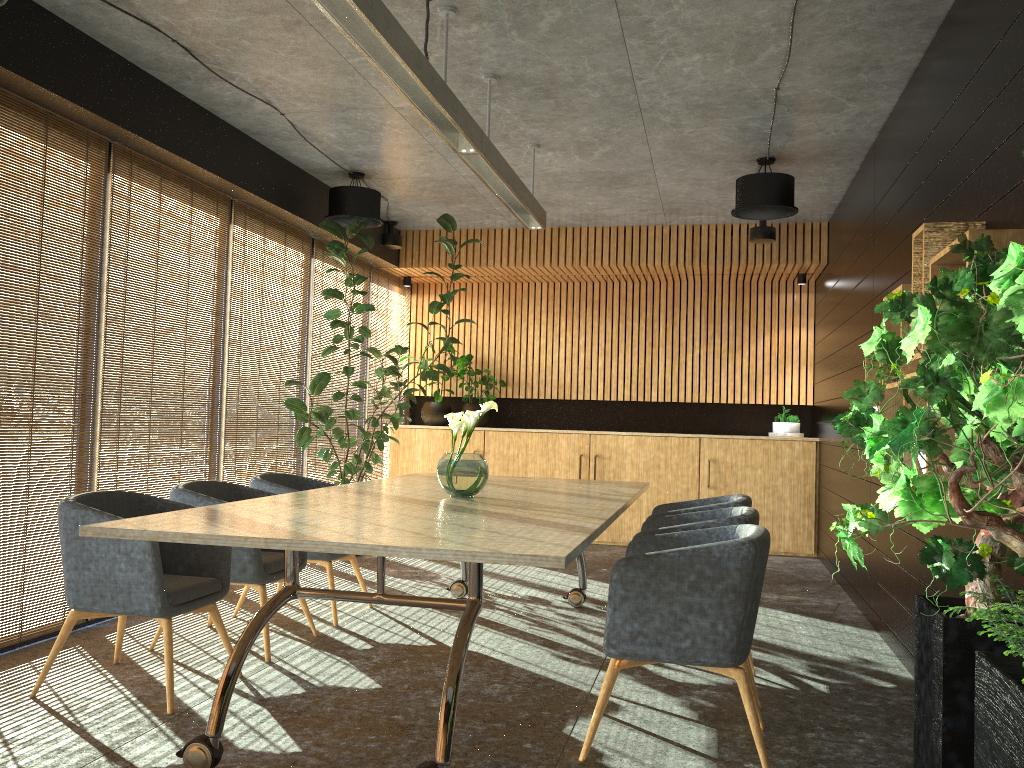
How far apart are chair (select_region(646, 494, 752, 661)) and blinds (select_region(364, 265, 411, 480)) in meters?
5.1

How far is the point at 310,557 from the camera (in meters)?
5.83

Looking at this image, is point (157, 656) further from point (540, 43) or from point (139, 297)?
point (540, 43)

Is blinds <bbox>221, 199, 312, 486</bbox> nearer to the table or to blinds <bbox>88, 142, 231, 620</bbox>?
blinds <bbox>88, 142, 231, 620</bbox>

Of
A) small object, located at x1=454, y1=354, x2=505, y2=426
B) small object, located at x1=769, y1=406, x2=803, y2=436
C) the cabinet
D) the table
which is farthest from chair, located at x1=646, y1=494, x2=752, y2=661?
small object, located at x1=454, y1=354, x2=505, y2=426

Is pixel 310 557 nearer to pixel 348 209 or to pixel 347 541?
pixel 347 541

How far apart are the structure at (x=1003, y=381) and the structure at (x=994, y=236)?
0.5 meters

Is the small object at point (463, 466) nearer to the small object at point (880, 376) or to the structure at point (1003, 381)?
the small object at point (880, 376)

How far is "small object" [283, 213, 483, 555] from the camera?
7.69m

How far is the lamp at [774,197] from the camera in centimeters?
681cm
